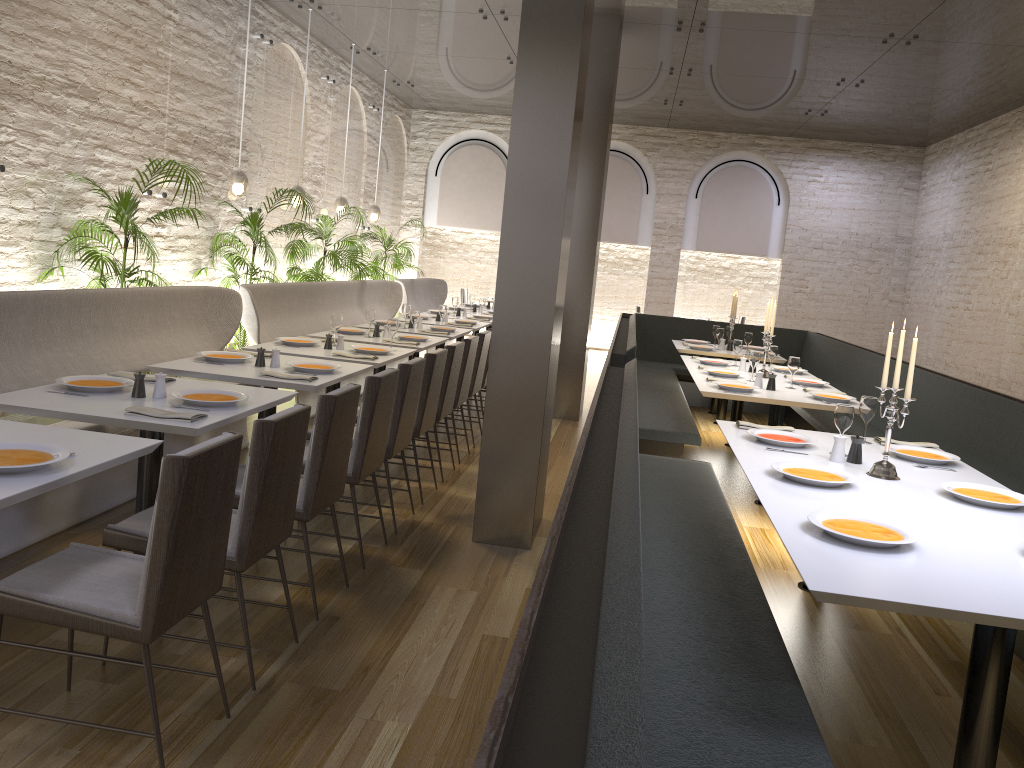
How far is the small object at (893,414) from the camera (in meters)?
3.58

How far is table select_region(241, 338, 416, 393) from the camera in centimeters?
576cm

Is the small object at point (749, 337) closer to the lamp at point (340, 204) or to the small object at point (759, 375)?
the small object at point (759, 375)

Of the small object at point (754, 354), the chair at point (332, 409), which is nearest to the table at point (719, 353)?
the small object at point (754, 354)

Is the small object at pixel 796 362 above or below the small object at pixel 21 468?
above

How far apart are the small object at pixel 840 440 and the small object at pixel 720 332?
5.53m

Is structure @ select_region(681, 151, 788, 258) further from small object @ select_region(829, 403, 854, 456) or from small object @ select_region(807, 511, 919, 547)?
small object @ select_region(807, 511, 919, 547)

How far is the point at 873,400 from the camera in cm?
436

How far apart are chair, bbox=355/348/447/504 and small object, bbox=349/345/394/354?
0.76m

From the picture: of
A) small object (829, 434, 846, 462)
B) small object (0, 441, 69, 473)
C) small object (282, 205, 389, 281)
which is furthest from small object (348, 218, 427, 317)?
small object (0, 441, 69, 473)
